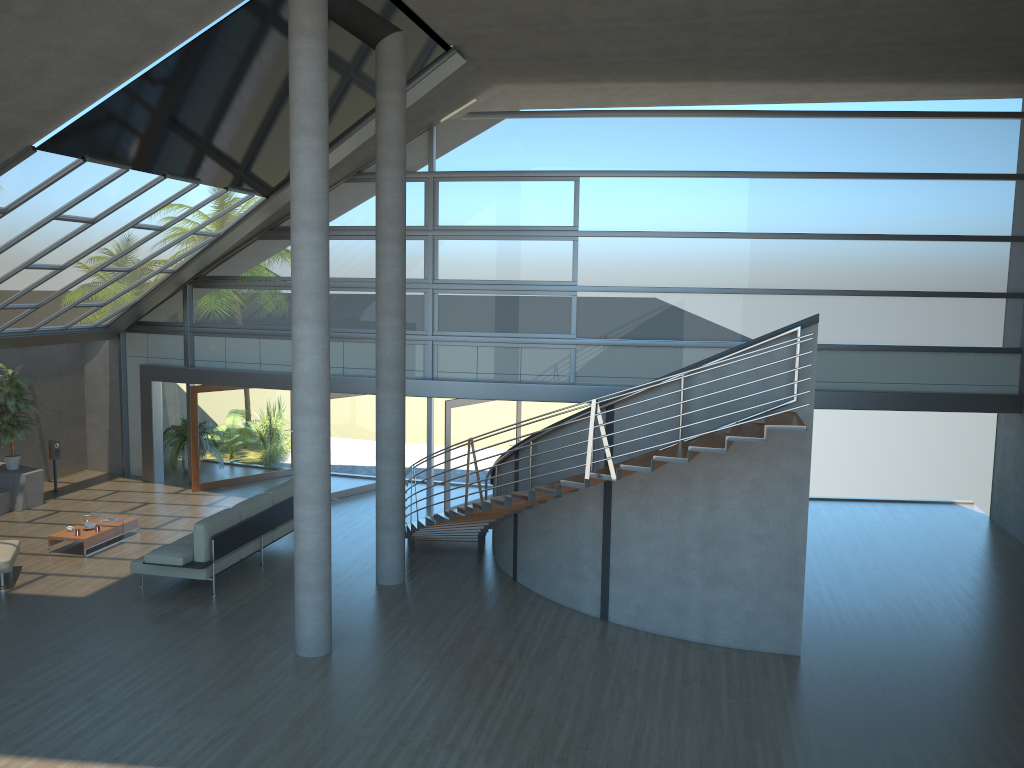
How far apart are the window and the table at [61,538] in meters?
4.0 m

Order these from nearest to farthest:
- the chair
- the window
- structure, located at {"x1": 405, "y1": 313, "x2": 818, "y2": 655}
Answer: structure, located at {"x1": 405, "y1": 313, "x2": 818, "y2": 655} < the chair < the window

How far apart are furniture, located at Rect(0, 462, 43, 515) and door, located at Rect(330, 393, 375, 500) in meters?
5.0

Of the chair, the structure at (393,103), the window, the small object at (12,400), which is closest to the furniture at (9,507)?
the small object at (12,400)

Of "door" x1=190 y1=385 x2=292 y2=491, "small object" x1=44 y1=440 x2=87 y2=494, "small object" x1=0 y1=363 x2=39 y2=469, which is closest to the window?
"door" x1=190 y1=385 x2=292 y2=491

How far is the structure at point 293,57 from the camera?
8.6m

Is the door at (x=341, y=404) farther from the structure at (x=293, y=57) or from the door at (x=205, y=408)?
the structure at (x=293, y=57)

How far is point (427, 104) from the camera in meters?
13.8

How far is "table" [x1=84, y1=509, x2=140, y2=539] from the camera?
13.3m

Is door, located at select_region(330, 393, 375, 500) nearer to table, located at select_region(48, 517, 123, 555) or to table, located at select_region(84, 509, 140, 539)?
table, located at select_region(84, 509, 140, 539)
